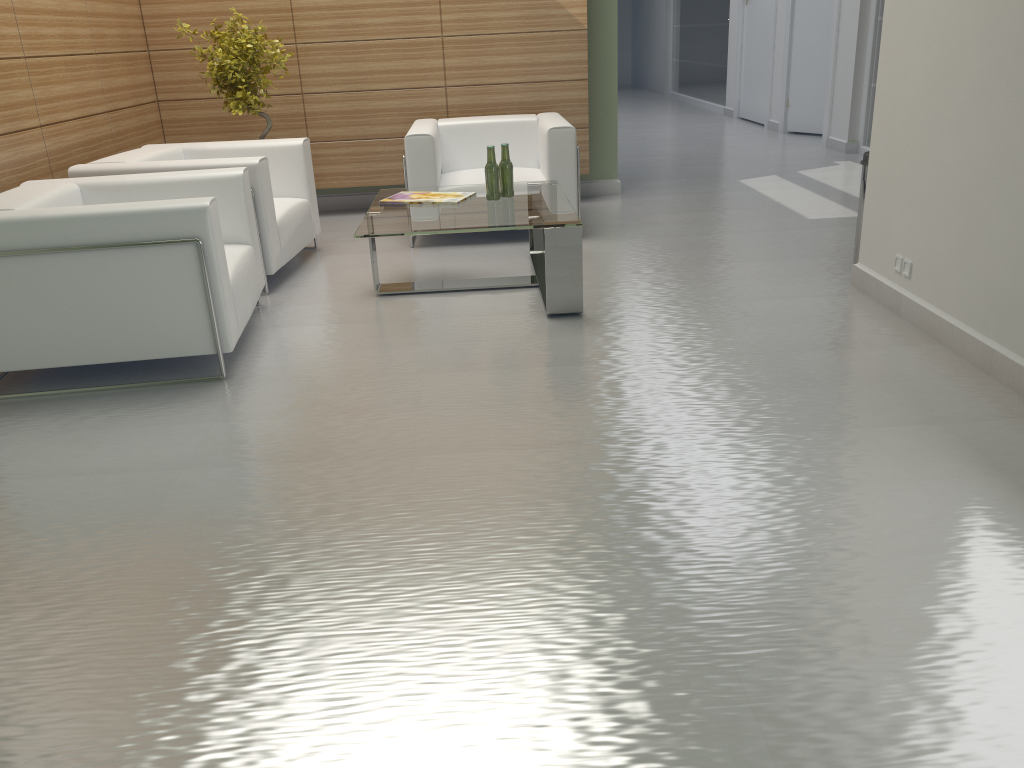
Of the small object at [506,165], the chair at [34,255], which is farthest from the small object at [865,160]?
the chair at [34,255]

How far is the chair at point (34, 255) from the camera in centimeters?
576cm

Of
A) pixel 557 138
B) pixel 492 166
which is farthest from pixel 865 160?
pixel 492 166

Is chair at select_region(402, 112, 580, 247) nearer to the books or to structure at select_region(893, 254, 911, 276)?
the books

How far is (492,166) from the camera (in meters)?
7.84

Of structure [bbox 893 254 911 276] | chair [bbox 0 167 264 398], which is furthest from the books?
structure [bbox 893 254 911 276]

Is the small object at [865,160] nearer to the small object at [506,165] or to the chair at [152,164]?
the small object at [506,165]

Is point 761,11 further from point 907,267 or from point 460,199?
point 907,267

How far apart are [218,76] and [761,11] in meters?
13.5 m

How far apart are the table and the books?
0.1 meters
